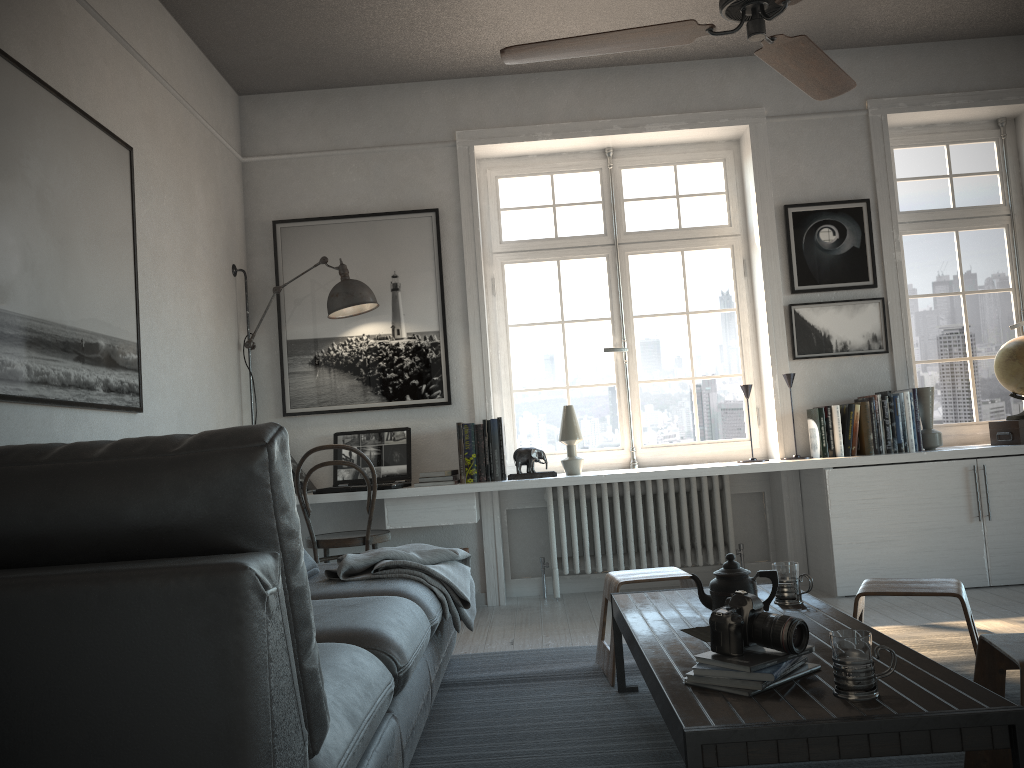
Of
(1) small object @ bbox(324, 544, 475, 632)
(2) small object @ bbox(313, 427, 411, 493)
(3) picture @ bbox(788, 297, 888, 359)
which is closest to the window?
(3) picture @ bbox(788, 297, 888, 359)

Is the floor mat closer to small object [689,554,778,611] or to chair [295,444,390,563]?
small object [689,554,778,611]

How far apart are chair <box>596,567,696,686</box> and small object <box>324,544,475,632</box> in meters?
0.5 m

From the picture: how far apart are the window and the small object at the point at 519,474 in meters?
0.4

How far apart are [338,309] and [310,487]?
1.0 meters

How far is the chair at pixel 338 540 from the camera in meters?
4.3

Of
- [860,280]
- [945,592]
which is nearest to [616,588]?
[945,592]

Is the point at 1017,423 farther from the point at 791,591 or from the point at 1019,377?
the point at 791,591

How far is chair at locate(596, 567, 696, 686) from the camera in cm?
308

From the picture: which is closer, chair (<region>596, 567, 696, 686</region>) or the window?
chair (<region>596, 567, 696, 686</region>)
